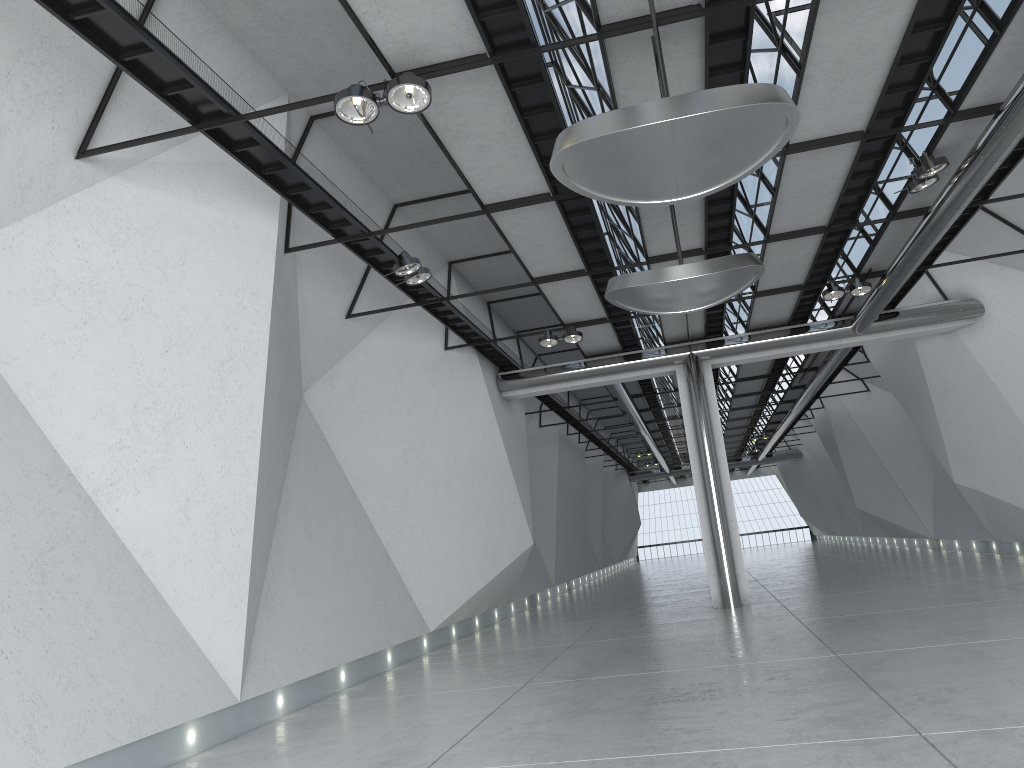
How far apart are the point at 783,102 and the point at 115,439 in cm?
3624

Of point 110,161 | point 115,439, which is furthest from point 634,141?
point 115,439
